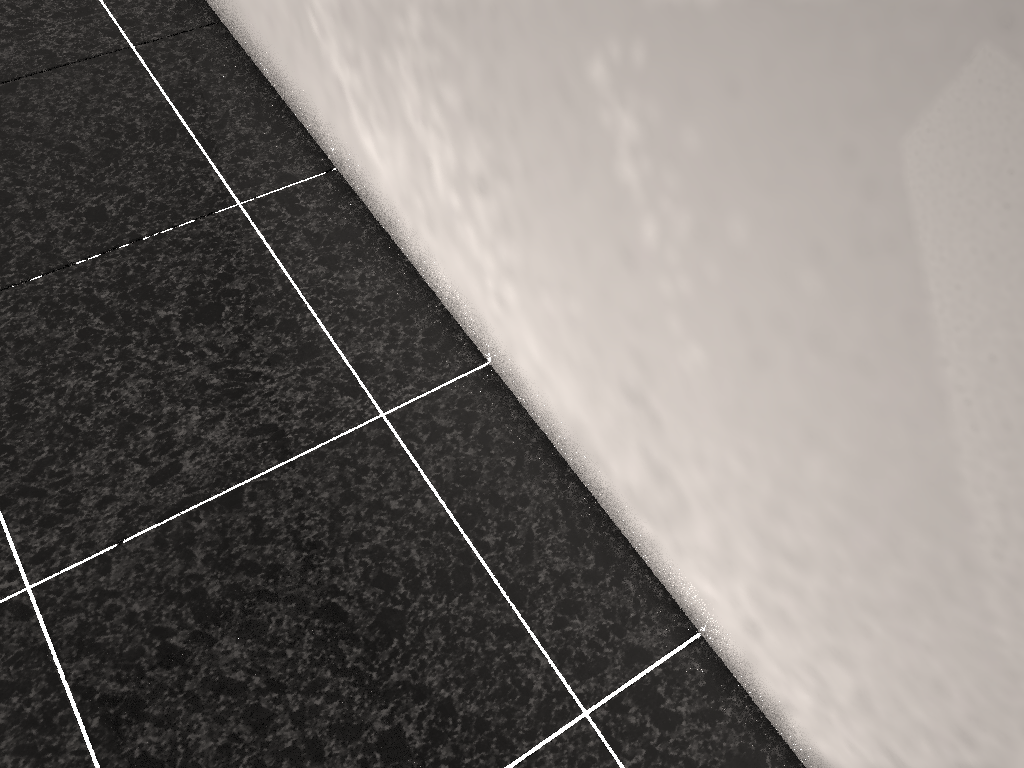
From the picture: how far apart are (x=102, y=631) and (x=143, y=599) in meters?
0.1
